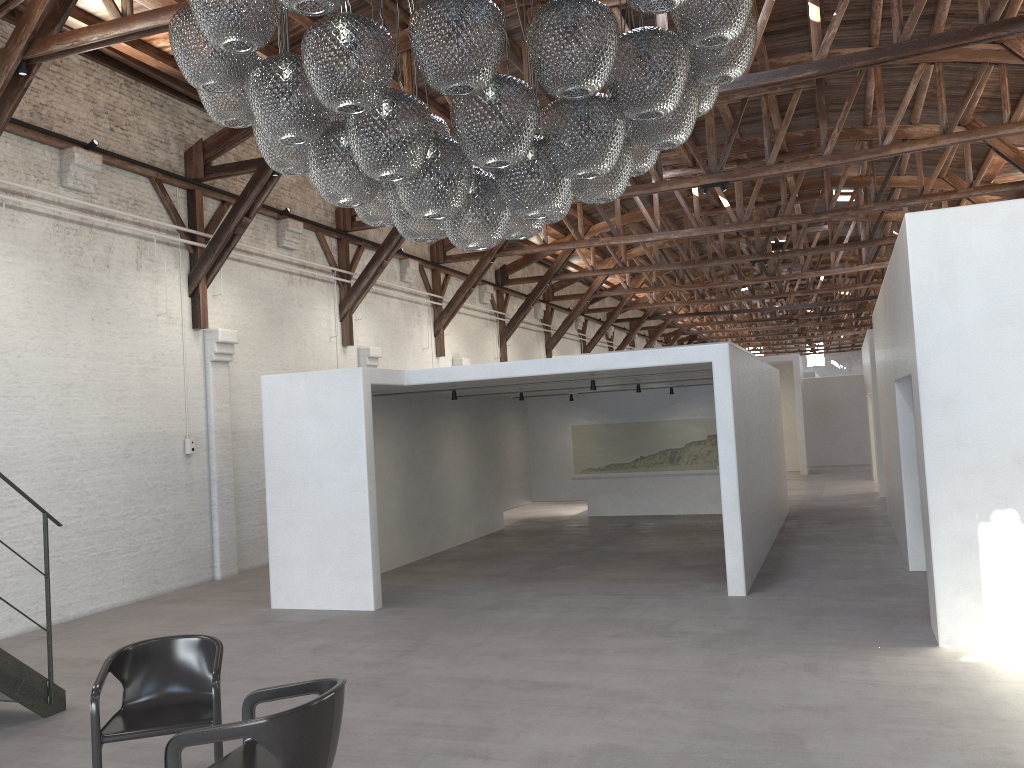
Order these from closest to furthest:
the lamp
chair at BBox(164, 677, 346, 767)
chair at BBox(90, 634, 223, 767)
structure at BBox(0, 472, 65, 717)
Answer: the lamp < chair at BBox(164, 677, 346, 767) < chair at BBox(90, 634, 223, 767) < structure at BBox(0, 472, 65, 717)

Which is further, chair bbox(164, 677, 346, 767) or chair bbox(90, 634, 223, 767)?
chair bbox(90, 634, 223, 767)

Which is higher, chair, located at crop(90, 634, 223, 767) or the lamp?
the lamp

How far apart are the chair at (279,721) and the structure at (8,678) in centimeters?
271cm

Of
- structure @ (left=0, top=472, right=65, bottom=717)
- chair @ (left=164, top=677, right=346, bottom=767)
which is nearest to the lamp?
chair @ (left=164, top=677, right=346, bottom=767)

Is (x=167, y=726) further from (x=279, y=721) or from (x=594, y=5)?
(x=594, y=5)

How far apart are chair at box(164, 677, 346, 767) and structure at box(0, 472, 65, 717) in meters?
2.7 m

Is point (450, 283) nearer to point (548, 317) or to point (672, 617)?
point (548, 317)

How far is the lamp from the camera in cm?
326

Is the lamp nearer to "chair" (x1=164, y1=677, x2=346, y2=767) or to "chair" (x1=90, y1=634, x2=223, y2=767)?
"chair" (x1=164, y1=677, x2=346, y2=767)
